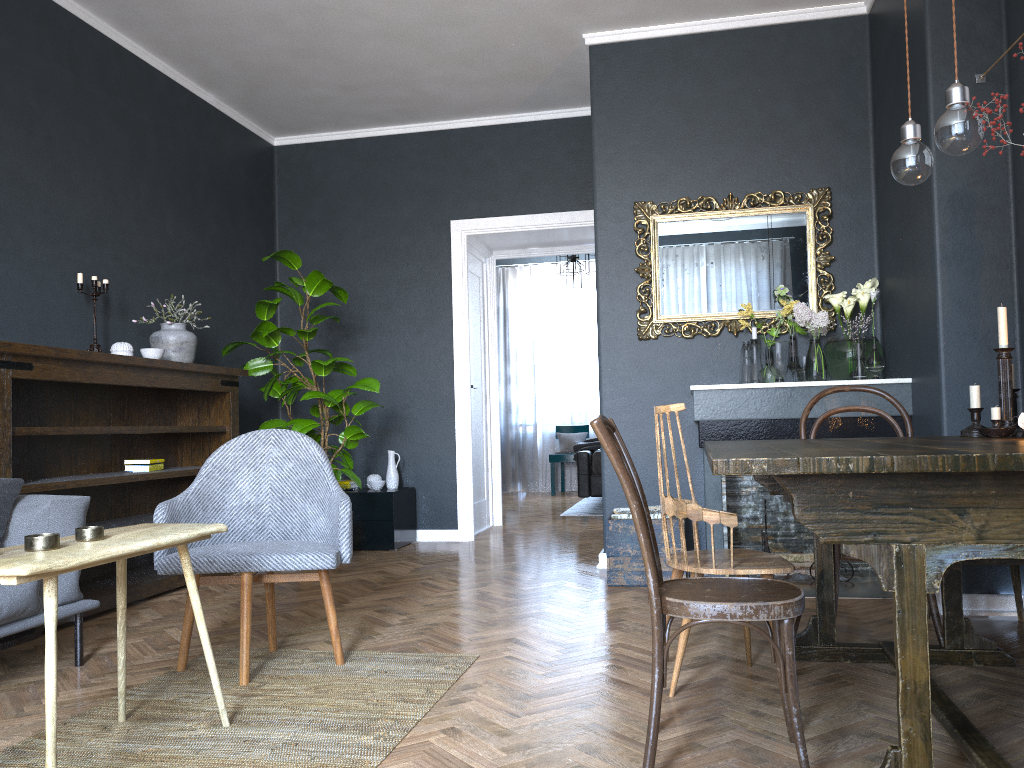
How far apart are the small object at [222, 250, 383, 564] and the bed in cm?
277

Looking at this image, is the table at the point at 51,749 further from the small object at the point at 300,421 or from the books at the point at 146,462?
the small object at the point at 300,421

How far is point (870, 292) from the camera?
4.3 meters

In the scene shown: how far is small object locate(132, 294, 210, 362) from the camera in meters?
4.7 m

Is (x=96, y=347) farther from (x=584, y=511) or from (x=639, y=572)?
(x=584, y=511)

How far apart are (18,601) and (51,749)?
1.1m

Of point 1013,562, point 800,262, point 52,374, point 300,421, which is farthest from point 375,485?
point 1013,562

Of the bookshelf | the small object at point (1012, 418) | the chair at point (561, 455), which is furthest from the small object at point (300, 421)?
the chair at point (561, 455)

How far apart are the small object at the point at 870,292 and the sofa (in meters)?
3.14

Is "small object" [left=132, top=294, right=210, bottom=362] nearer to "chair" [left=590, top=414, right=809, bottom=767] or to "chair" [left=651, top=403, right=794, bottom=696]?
"chair" [left=651, top=403, right=794, bottom=696]
